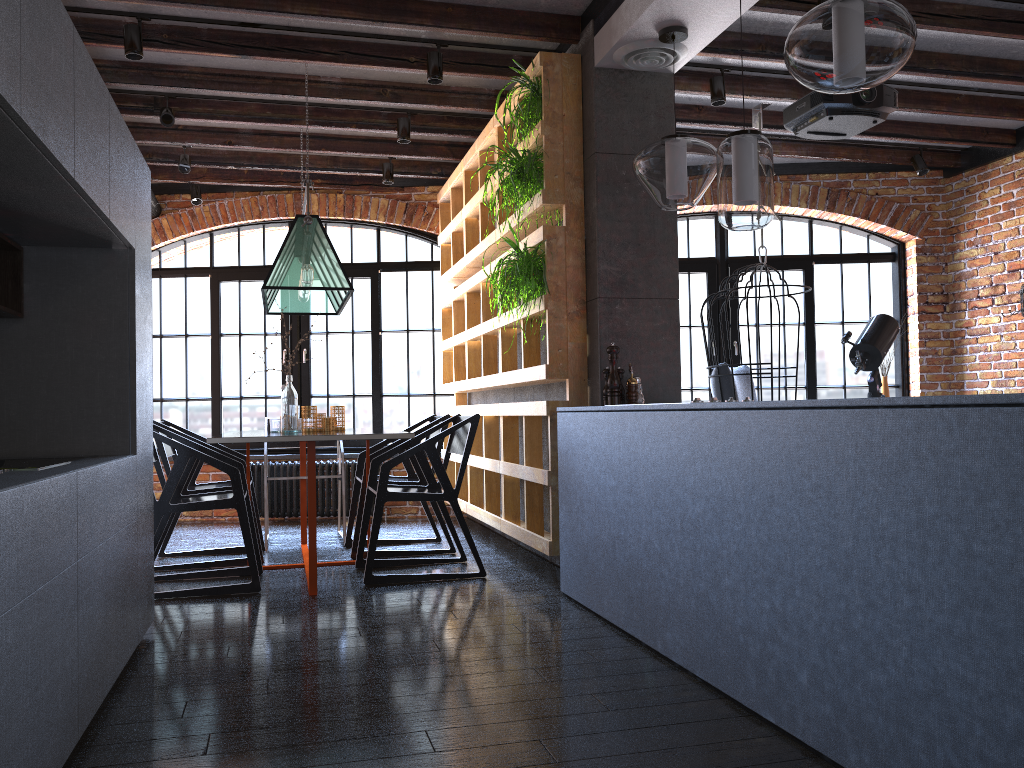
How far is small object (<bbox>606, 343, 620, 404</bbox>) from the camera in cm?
390

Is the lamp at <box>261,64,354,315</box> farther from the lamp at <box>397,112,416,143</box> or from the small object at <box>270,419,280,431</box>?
the lamp at <box>397,112,416,143</box>

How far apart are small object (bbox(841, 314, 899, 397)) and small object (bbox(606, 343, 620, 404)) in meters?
2.7

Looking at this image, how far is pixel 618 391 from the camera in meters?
3.9

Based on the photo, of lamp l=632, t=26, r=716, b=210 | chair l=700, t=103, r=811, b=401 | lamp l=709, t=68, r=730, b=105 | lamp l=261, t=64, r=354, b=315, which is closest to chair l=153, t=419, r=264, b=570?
lamp l=261, t=64, r=354, b=315

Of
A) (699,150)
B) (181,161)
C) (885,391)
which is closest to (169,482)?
(699,150)

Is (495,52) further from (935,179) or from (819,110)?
(935,179)

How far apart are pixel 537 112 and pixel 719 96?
1.3 meters

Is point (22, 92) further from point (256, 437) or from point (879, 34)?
point (256, 437)

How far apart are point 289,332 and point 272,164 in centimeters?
143cm
